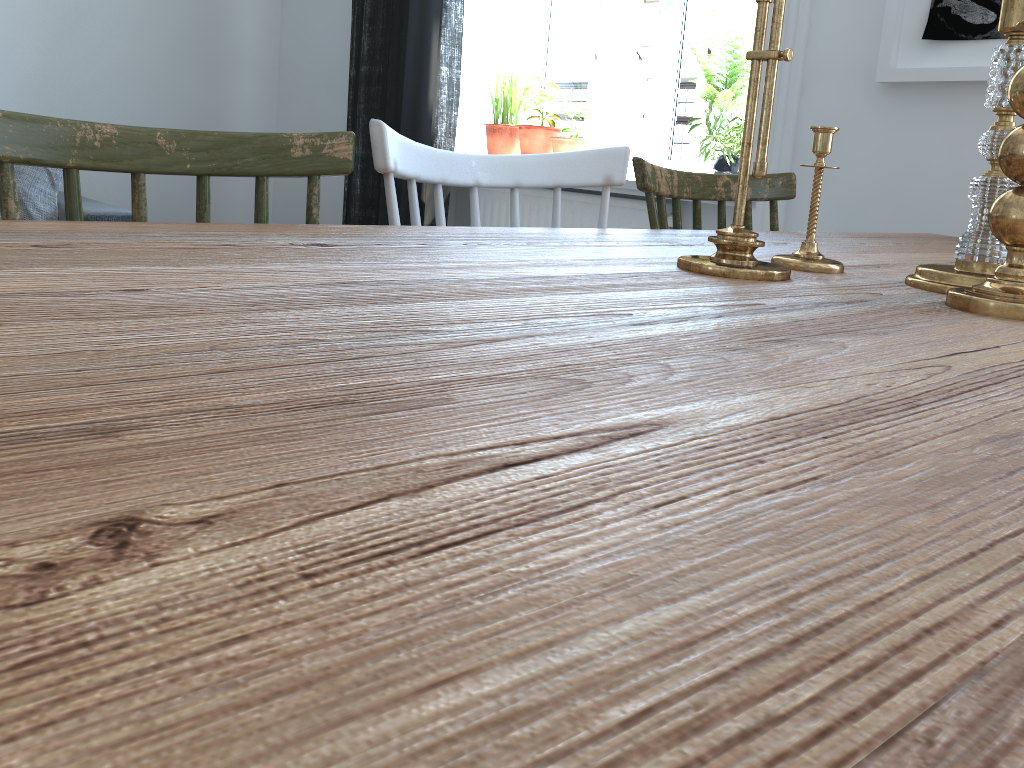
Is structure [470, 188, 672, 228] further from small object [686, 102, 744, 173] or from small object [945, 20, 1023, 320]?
small object [945, 20, 1023, 320]

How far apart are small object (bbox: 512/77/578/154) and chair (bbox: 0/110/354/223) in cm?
253

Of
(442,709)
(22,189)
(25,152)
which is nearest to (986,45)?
(25,152)

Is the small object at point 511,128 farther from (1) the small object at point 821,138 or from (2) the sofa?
(1) the small object at point 821,138

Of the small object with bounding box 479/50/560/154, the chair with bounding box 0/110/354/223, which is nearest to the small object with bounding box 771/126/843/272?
the chair with bounding box 0/110/354/223

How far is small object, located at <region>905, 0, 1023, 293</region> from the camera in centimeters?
84cm

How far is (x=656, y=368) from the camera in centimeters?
44cm

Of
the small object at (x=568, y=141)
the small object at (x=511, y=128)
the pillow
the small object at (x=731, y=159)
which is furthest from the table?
the pillow

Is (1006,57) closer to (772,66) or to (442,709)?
(772,66)

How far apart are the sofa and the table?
2.62m
